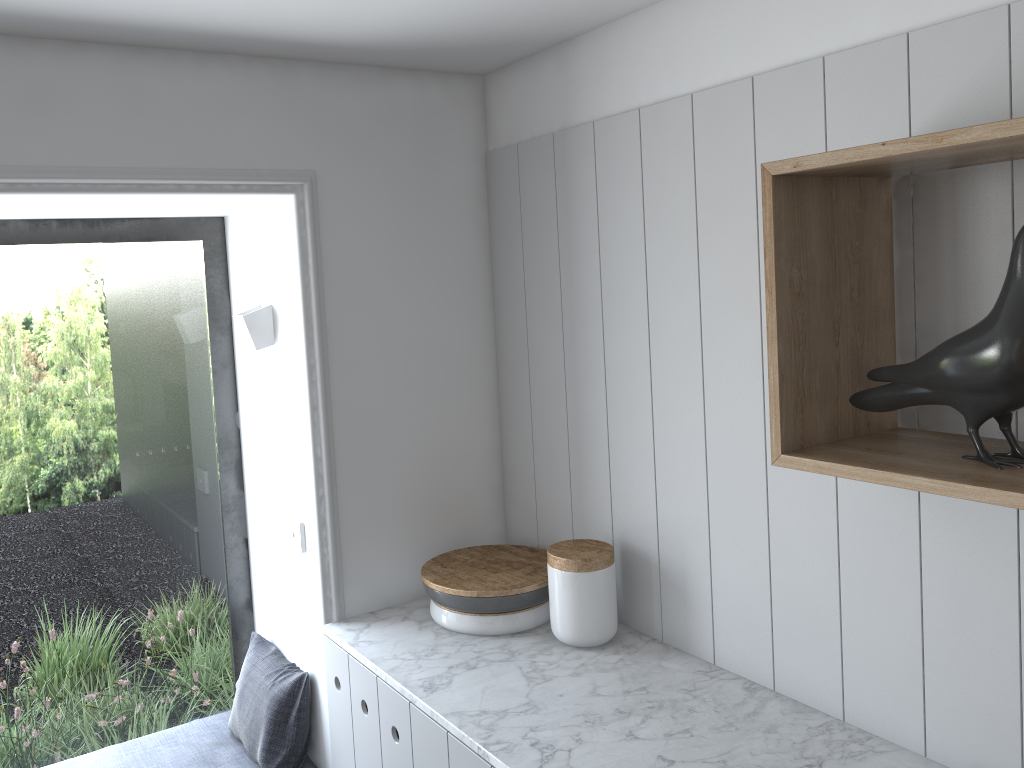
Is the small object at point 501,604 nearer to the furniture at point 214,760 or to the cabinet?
the cabinet

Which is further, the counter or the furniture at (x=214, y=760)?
the furniture at (x=214, y=760)

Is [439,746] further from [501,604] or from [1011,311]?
[1011,311]

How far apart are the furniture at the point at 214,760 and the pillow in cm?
1

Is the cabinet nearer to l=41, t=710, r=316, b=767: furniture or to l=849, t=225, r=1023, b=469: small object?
l=41, t=710, r=316, b=767: furniture

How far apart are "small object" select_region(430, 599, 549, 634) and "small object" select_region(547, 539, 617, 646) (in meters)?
0.10

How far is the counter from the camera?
1.58m

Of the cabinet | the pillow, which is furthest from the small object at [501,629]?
the pillow

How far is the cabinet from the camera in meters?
1.8

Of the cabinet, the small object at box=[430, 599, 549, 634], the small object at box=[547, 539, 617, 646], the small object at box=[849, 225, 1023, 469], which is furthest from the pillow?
the small object at box=[849, 225, 1023, 469]
